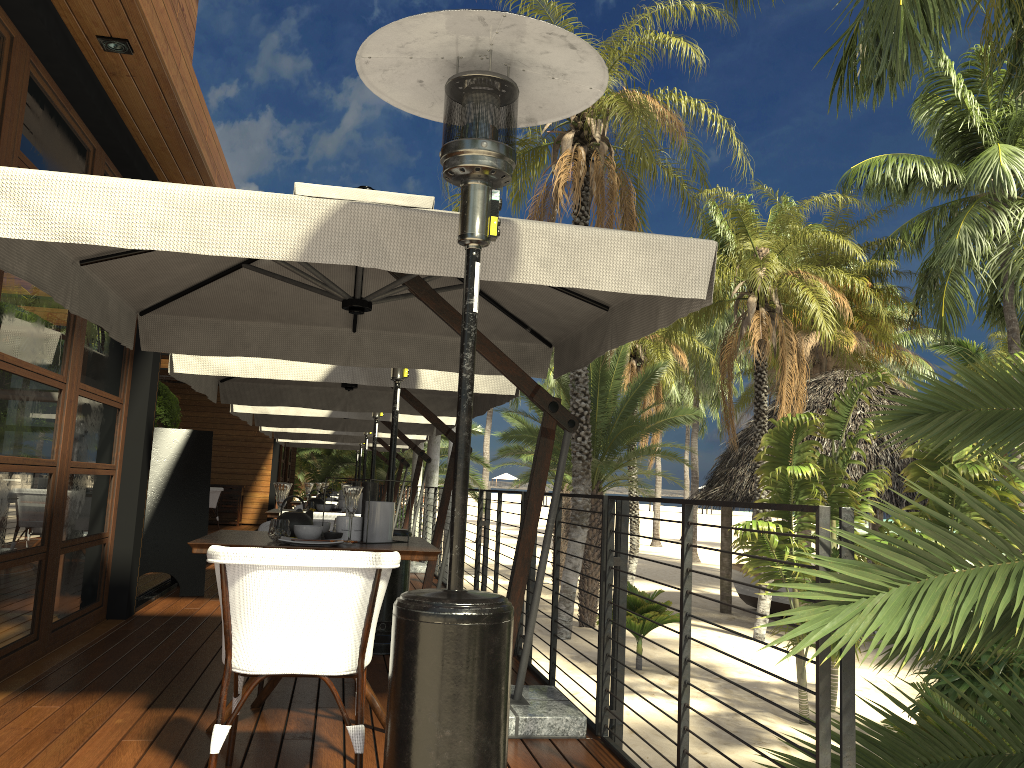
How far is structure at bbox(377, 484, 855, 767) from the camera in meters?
2.0 m

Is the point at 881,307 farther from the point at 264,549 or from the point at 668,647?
the point at 264,549

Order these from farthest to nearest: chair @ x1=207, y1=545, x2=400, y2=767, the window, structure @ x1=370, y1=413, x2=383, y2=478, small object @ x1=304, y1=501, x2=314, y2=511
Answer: structure @ x1=370, y1=413, x2=383, y2=478 < small object @ x1=304, y1=501, x2=314, y2=511 < the window < chair @ x1=207, y1=545, x2=400, y2=767

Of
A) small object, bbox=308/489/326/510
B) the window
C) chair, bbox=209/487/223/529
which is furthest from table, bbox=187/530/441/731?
chair, bbox=209/487/223/529

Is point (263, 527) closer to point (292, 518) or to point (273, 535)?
point (292, 518)

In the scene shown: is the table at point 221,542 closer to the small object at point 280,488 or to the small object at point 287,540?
the small object at point 287,540

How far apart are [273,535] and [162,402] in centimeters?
1099cm

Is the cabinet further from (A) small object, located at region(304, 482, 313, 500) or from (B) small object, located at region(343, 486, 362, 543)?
(B) small object, located at region(343, 486, 362, 543)

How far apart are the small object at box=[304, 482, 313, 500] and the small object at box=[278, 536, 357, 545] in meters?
3.9

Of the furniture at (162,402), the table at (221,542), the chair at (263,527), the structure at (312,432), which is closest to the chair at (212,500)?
the furniture at (162,402)
